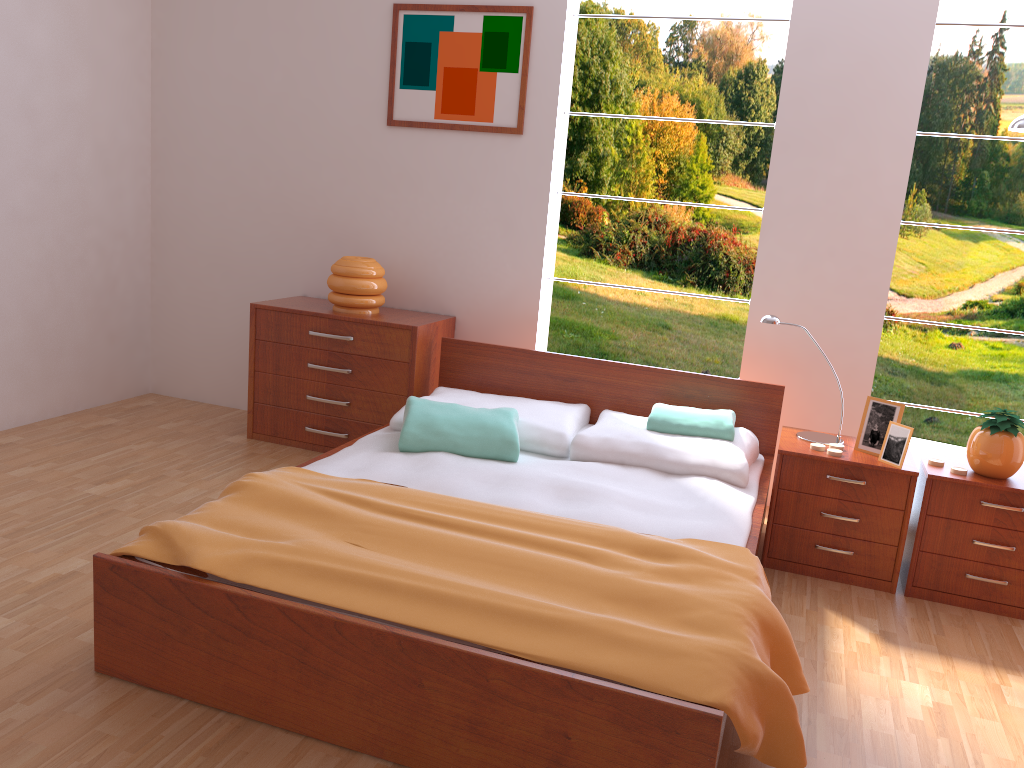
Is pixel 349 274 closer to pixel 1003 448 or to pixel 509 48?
pixel 509 48

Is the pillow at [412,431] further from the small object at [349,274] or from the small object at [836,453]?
the small object at [836,453]

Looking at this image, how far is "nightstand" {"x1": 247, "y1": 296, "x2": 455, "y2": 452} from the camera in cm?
374

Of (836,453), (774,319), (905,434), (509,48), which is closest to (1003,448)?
(905,434)

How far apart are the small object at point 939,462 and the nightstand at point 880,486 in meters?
0.1 m

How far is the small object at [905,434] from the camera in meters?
2.9 m

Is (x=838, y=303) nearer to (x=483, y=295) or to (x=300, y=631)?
(x=483, y=295)

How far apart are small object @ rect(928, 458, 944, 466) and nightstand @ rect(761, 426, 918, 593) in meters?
0.1

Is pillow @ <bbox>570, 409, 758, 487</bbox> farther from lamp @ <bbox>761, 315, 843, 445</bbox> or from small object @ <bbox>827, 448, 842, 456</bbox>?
small object @ <bbox>827, 448, 842, 456</bbox>

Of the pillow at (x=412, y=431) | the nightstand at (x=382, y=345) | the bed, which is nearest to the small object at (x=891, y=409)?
the bed
